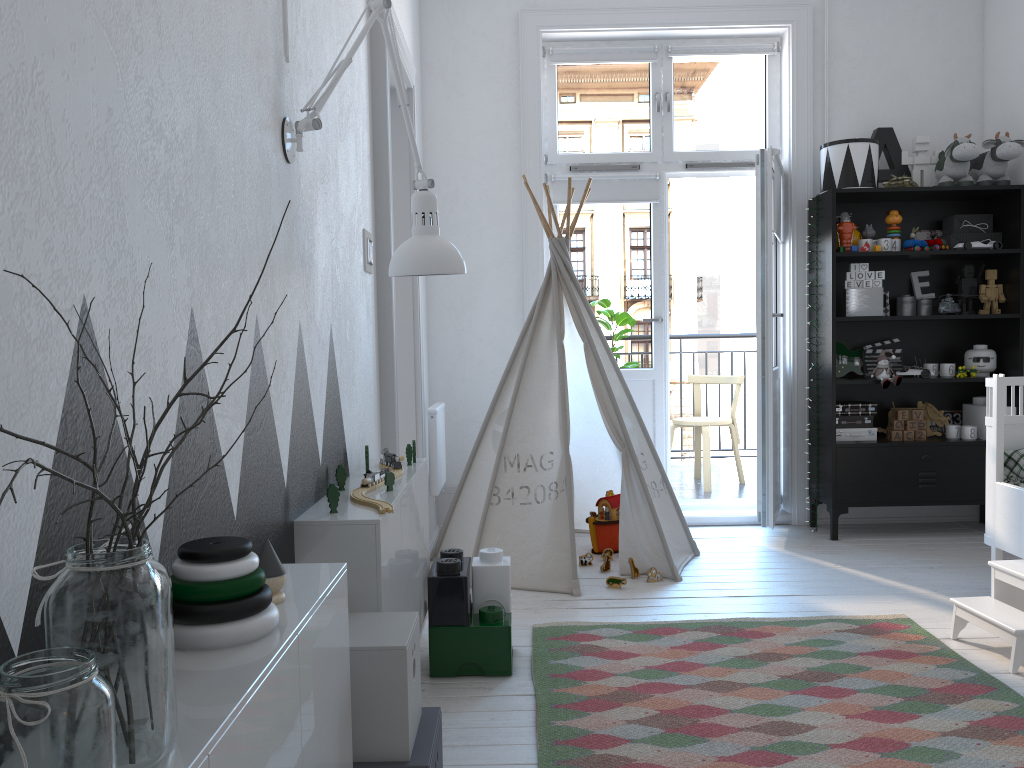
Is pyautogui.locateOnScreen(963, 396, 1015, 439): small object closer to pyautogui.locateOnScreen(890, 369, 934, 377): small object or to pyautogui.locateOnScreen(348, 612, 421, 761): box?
pyautogui.locateOnScreen(890, 369, 934, 377): small object

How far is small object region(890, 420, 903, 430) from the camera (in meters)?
4.33

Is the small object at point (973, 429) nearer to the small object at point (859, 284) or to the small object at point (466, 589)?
the small object at point (859, 284)

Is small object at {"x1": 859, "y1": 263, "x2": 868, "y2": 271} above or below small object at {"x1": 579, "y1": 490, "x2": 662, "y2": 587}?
above

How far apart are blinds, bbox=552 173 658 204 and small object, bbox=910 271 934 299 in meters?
1.4 m

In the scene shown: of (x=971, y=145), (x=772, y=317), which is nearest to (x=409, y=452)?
(x=772, y=317)

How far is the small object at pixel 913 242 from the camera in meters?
4.3 m

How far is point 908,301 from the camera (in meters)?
4.43

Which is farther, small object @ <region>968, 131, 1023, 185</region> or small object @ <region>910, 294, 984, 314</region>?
small object @ <region>910, 294, 984, 314</region>

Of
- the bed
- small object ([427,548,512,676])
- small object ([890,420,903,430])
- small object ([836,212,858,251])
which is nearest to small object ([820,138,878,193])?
small object ([836,212,858,251])
